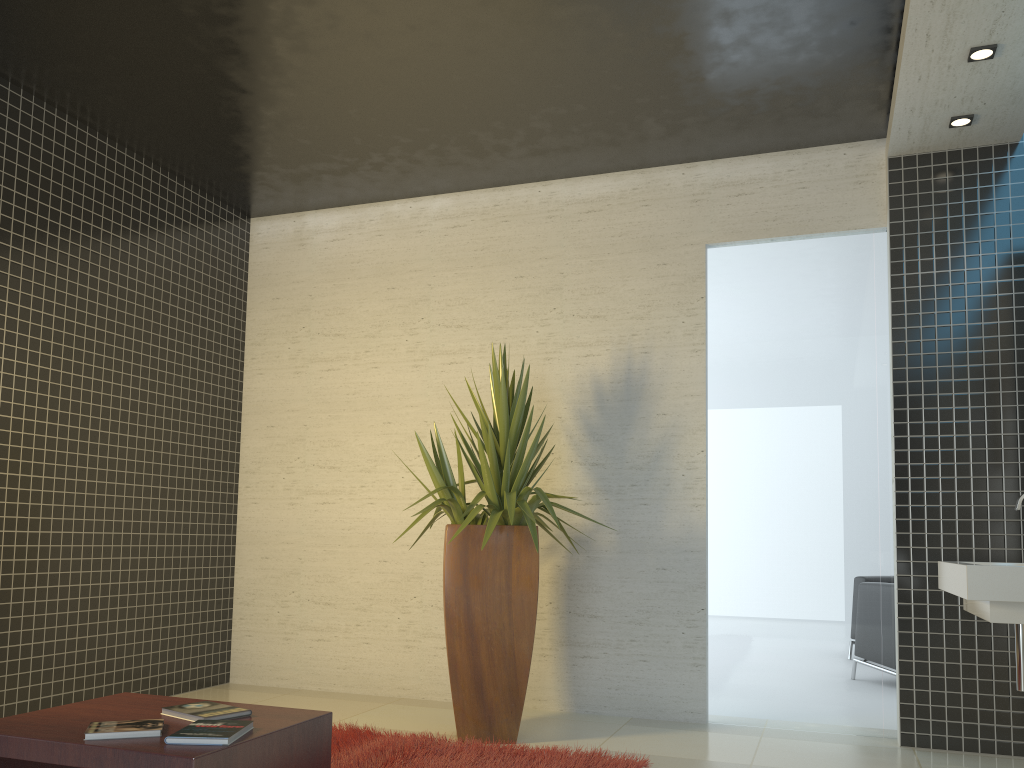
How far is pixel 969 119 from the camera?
4.45m

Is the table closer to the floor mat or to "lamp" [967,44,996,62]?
the floor mat

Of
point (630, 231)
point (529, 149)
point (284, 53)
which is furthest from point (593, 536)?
point (284, 53)

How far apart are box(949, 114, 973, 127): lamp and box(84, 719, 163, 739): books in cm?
441

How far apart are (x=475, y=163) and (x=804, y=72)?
2.04m

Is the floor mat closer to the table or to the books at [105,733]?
the table

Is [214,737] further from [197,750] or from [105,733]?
[105,733]

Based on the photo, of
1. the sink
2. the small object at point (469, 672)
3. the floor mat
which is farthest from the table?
the sink

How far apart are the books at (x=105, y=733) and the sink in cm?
253

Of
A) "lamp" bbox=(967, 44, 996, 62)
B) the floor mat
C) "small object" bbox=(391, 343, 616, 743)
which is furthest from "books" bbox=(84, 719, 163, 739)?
"lamp" bbox=(967, 44, 996, 62)
